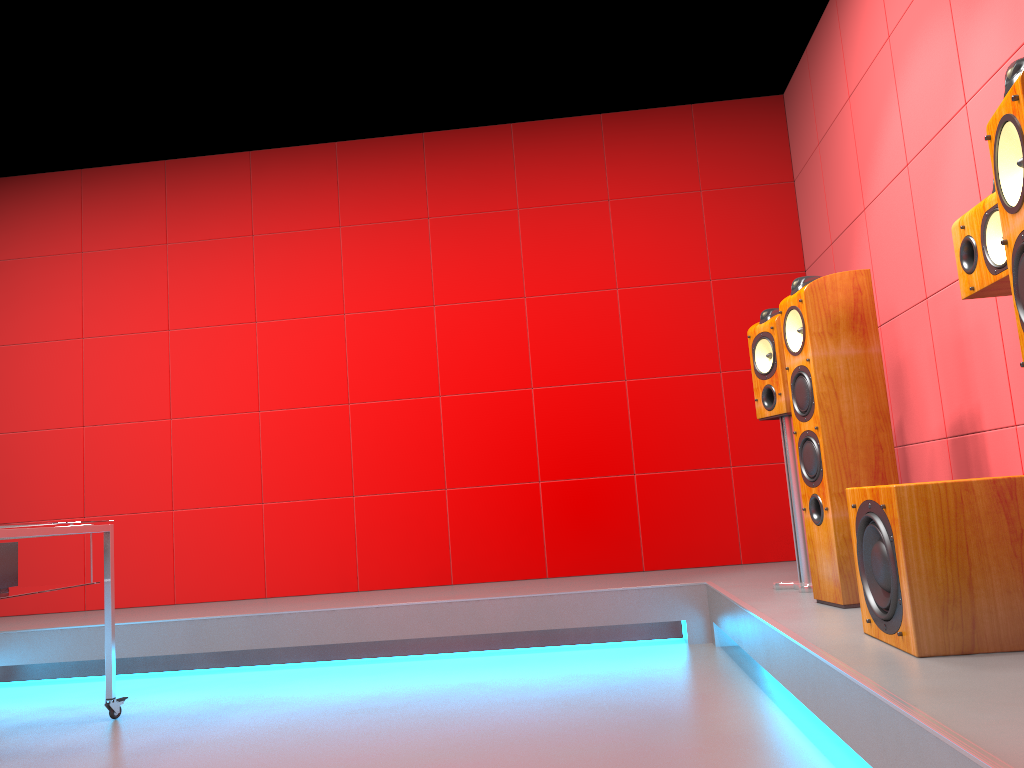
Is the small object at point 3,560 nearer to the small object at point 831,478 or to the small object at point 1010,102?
the small object at point 831,478

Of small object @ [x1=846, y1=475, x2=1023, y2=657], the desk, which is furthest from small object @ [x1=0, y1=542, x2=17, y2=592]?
small object @ [x1=846, y1=475, x2=1023, y2=657]

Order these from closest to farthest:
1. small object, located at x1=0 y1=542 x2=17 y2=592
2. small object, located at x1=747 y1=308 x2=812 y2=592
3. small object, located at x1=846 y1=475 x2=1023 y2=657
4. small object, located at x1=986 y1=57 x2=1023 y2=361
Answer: Result: small object, located at x1=986 y1=57 x2=1023 y2=361, small object, located at x1=846 y1=475 x2=1023 y2=657, small object, located at x1=0 y1=542 x2=17 y2=592, small object, located at x1=747 y1=308 x2=812 y2=592

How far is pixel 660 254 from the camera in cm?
479

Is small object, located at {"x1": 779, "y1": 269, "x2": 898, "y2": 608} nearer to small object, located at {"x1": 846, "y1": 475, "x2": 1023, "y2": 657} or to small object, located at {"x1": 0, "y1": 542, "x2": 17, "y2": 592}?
small object, located at {"x1": 846, "y1": 475, "x2": 1023, "y2": 657}

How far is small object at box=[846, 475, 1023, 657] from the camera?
1.9 meters

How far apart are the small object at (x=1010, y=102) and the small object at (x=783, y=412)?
1.74m

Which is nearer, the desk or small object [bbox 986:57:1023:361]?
small object [bbox 986:57:1023:361]

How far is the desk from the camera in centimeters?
267cm

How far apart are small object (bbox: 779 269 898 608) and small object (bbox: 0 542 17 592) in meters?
2.6 m
